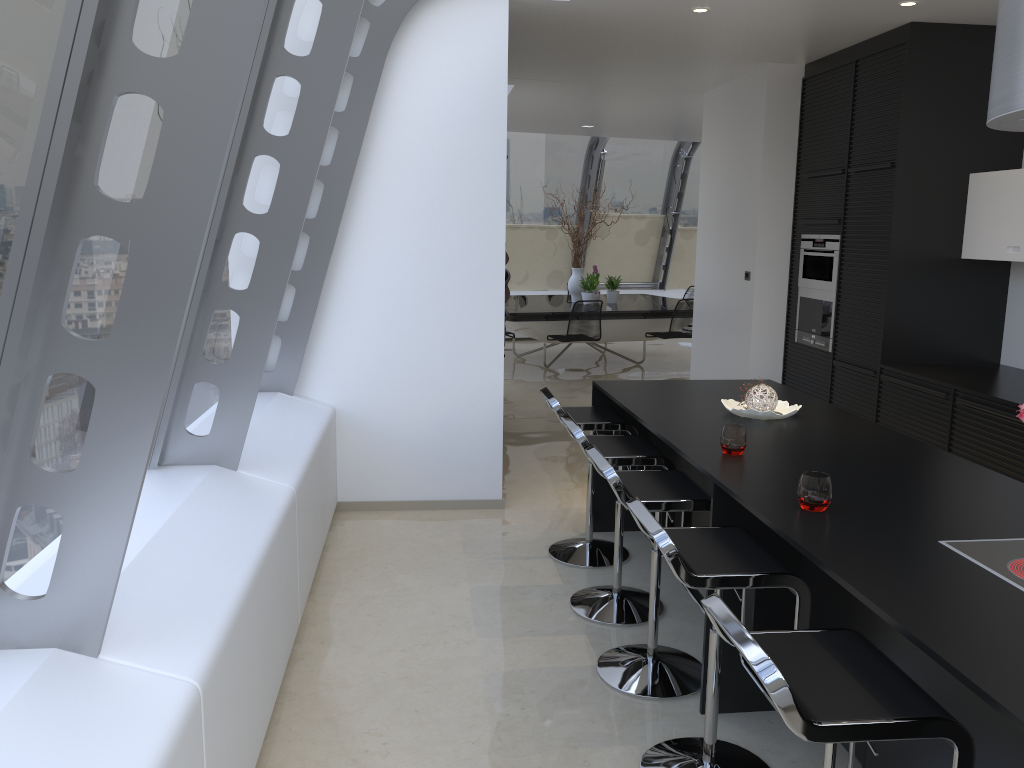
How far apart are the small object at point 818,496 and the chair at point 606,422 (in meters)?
1.69

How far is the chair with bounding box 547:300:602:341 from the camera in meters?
9.7

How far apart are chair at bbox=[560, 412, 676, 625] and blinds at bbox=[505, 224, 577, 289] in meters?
9.6

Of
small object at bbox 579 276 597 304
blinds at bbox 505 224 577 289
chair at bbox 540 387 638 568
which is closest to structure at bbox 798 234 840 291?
chair at bbox 540 387 638 568

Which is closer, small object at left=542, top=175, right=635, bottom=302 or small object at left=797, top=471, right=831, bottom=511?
small object at left=797, top=471, right=831, bottom=511

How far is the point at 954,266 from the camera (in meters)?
5.52

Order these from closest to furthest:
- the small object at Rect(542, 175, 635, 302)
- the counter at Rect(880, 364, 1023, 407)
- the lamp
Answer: the lamp < the counter at Rect(880, 364, 1023, 407) < the small object at Rect(542, 175, 635, 302)

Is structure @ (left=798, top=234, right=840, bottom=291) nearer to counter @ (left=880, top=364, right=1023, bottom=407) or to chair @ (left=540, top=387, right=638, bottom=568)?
counter @ (left=880, top=364, right=1023, bottom=407)

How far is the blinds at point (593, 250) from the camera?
13.9m

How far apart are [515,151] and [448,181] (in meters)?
8.15
